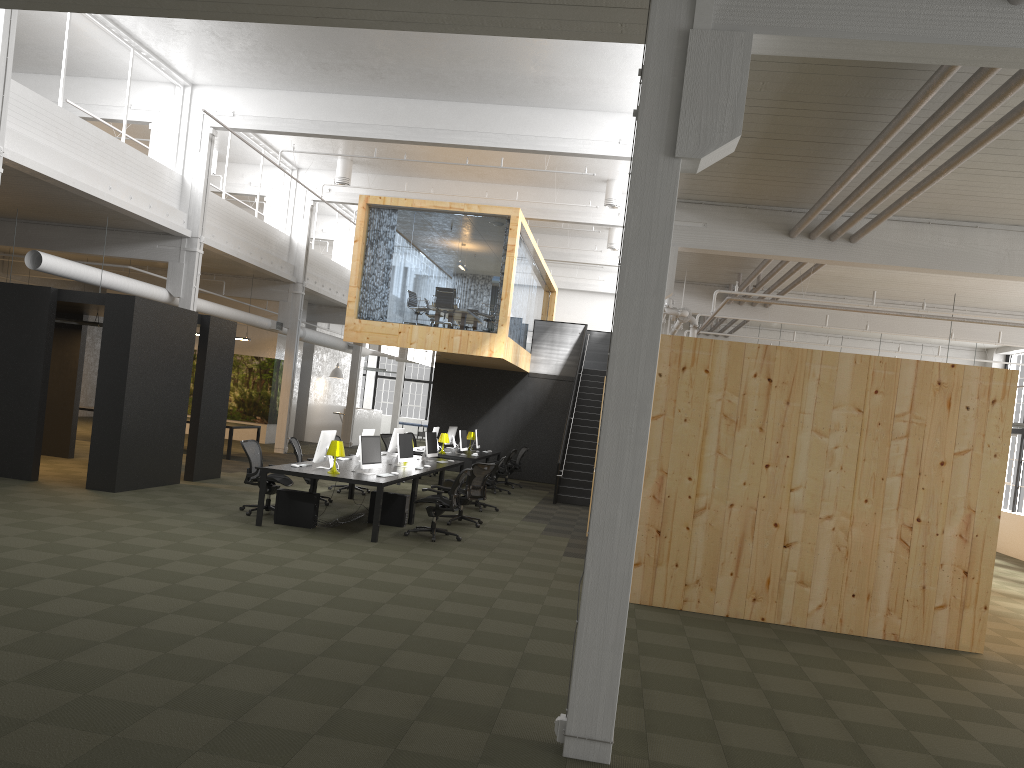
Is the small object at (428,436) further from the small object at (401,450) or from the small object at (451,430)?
the small object at (451,430)

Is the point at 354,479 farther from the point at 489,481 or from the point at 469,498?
the point at 489,481

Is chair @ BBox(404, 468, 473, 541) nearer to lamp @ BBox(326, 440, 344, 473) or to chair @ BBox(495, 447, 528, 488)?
lamp @ BBox(326, 440, 344, 473)

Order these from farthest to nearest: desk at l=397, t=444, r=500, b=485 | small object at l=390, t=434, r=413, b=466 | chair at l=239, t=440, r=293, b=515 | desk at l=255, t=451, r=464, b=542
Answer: desk at l=397, t=444, r=500, b=485 → small object at l=390, t=434, r=413, b=466 → chair at l=239, t=440, r=293, b=515 → desk at l=255, t=451, r=464, b=542

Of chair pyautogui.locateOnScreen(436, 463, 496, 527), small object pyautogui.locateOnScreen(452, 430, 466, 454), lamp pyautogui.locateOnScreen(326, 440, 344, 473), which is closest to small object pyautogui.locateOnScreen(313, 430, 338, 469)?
lamp pyautogui.locateOnScreen(326, 440, 344, 473)

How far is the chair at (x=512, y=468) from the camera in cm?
2092

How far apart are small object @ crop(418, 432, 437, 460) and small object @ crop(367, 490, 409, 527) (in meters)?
3.15

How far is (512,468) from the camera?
20.92m

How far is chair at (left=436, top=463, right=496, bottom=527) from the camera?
13.38m

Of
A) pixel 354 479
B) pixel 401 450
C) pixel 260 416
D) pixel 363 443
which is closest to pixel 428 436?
pixel 401 450
